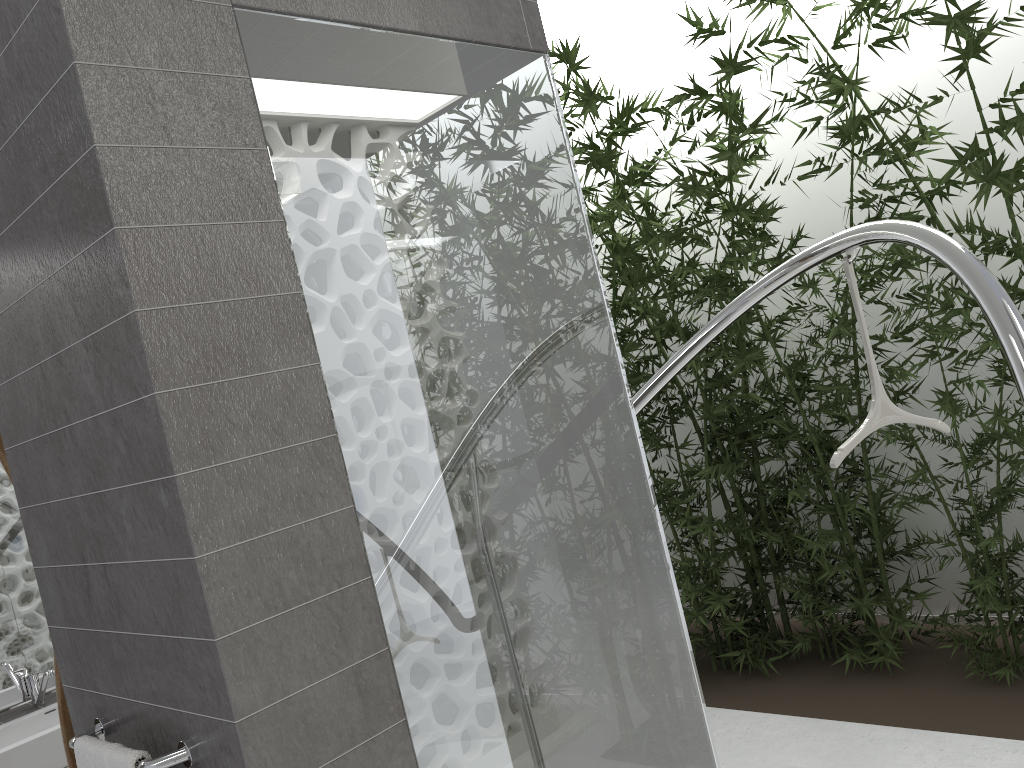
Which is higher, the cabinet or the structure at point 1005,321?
the structure at point 1005,321

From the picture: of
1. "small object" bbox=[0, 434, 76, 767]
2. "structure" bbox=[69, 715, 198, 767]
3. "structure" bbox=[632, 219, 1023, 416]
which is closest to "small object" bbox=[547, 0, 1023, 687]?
"structure" bbox=[632, 219, 1023, 416]

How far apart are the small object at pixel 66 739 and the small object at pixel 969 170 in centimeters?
208cm

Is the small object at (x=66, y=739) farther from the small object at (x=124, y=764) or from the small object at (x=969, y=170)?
the small object at (x=969, y=170)

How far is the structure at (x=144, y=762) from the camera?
1.50m

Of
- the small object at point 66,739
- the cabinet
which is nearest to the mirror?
the cabinet

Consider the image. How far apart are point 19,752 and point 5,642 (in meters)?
0.61

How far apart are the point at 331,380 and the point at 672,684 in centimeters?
117cm

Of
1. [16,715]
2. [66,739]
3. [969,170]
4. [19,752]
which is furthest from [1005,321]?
[16,715]

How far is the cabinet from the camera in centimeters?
323cm
